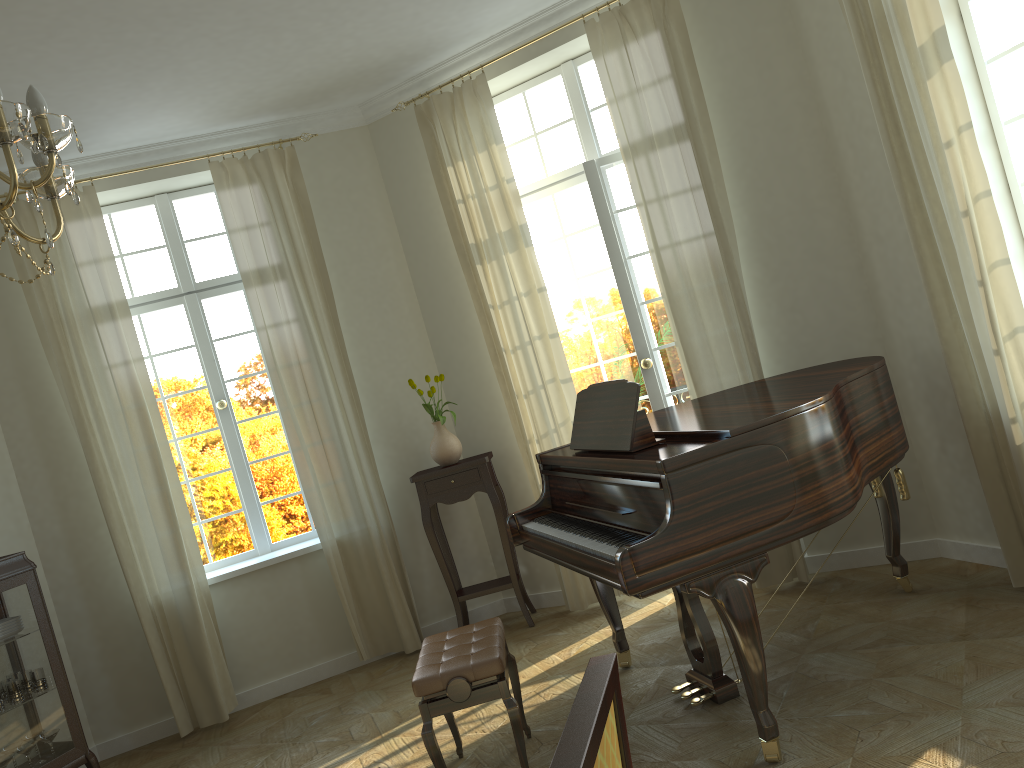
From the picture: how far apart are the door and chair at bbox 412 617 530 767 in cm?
197

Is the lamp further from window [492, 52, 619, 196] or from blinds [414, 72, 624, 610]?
window [492, 52, 619, 196]

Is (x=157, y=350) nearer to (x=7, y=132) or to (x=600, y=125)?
(x=600, y=125)

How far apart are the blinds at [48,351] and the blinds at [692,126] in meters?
3.1

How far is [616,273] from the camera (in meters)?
5.39

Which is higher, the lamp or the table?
the lamp

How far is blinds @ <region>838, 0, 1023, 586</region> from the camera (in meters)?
3.68

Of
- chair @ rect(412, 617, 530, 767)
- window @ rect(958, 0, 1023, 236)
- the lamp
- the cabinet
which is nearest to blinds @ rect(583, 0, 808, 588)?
window @ rect(958, 0, 1023, 236)

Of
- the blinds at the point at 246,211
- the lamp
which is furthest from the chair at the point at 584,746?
the blinds at the point at 246,211

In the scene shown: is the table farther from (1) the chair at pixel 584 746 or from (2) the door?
(1) the chair at pixel 584 746
